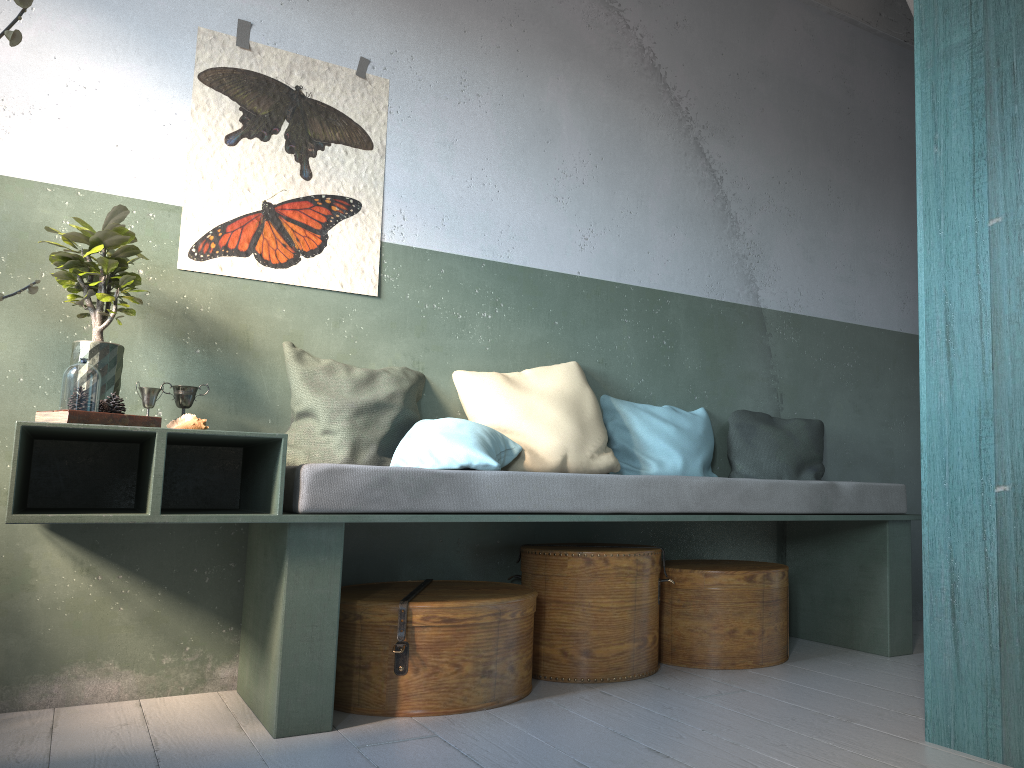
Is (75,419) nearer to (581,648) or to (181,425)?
(181,425)

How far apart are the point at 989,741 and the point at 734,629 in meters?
1.4

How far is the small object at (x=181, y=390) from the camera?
3.3m

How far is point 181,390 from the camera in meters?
3.3 m

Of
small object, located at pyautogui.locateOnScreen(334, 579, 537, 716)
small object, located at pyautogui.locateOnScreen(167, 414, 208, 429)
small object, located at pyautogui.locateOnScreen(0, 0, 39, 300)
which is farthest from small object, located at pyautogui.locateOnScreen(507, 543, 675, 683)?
small object, located at pyautogui.locateOnScreen(0, 0, 39, 300)

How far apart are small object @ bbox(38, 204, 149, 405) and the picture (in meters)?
0.27

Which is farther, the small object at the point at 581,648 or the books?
the small object at the point at 581,648

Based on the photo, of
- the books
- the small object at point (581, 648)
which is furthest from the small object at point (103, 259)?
the small object at point (581, 648)

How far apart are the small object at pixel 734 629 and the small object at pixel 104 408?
2.4m

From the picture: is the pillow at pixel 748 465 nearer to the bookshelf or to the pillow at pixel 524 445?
the pillow at pixel 524 445
